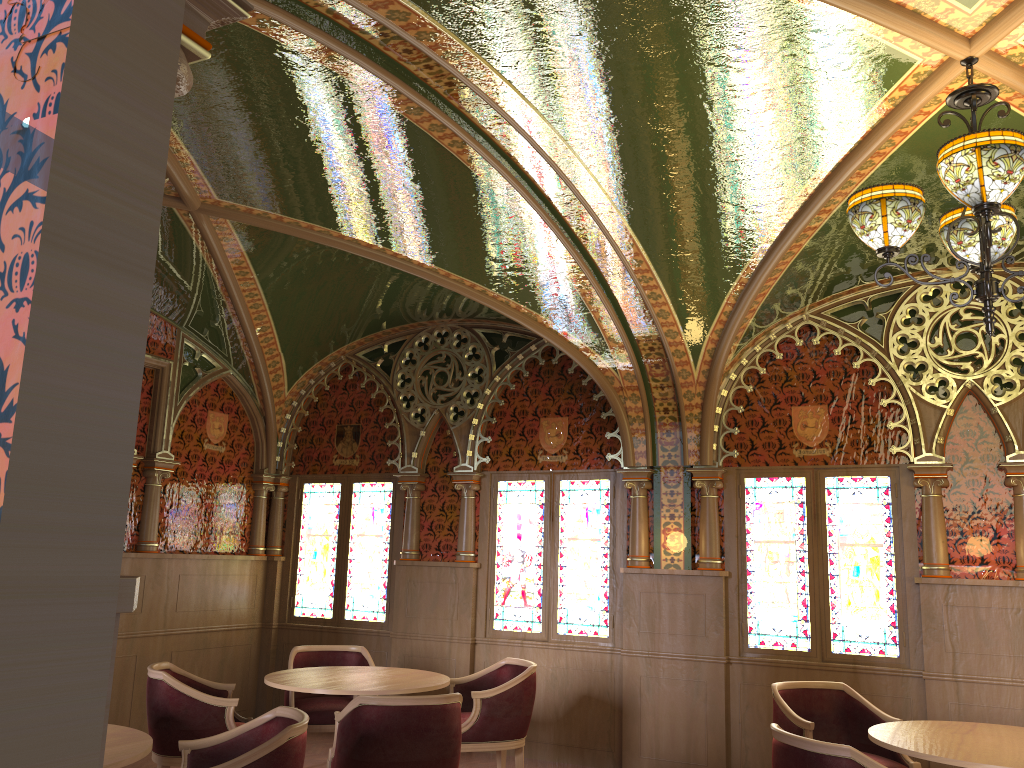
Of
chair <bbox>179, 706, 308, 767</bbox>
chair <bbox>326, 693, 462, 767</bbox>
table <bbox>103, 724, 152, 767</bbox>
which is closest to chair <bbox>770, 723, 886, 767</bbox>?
chair <bbox>326, 693, 462, 767</bbox>

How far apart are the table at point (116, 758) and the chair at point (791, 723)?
3.32m

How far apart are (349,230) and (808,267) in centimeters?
296cm

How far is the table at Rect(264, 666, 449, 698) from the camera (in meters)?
5.09

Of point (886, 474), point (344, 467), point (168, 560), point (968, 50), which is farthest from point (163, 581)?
point (968, 50)

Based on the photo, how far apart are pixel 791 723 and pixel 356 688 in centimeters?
246cm

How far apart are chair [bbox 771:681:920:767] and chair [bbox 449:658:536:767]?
1.5 meters

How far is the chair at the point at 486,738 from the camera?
5.5m

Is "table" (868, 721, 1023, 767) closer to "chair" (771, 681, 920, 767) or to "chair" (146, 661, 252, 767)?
"chair" (771, 681, 920, 767)

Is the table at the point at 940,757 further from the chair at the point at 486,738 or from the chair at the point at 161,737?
the chair at the point at 161,737
